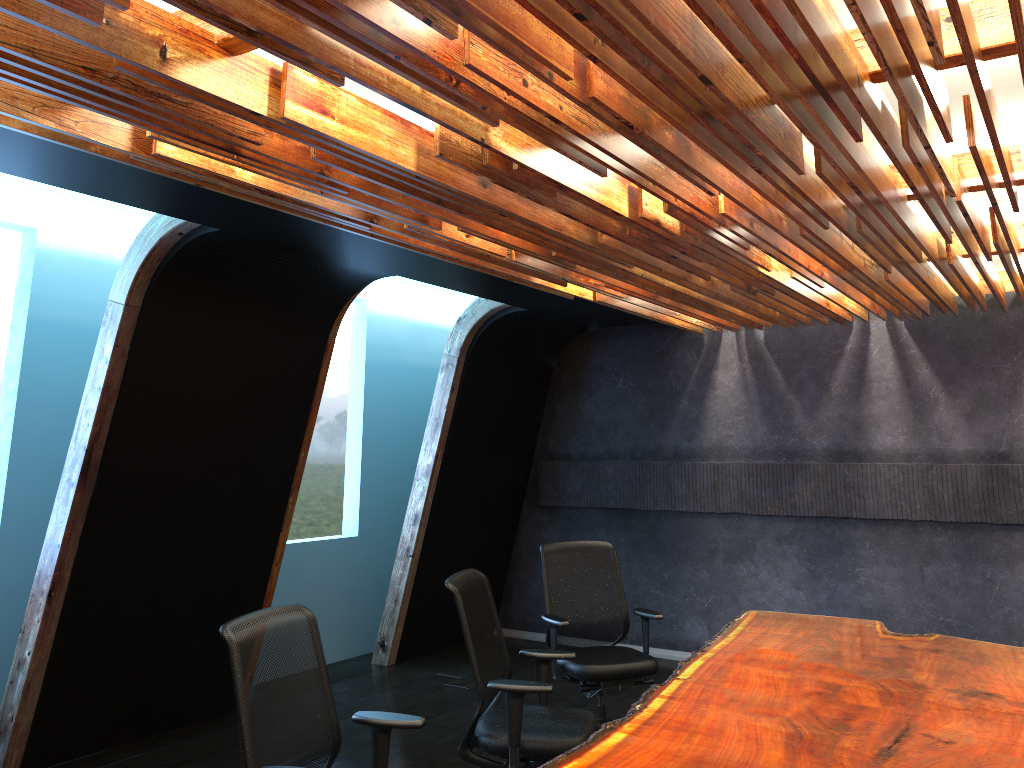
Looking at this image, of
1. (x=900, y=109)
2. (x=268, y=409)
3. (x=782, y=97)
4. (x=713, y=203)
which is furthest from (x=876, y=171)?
(x=268, y=409)

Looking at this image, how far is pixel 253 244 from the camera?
5.2m

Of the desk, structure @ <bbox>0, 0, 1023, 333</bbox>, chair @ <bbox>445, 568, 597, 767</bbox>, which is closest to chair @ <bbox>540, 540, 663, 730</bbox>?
the desk

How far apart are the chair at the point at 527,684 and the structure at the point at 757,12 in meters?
1.7 m

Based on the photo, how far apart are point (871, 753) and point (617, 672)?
2.5 meters

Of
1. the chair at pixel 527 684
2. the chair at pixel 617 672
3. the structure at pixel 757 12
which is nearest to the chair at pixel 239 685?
the chair at pixel 527 684

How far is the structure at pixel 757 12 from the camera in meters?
2.3

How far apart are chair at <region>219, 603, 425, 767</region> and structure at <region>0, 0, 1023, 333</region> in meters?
1.7 m

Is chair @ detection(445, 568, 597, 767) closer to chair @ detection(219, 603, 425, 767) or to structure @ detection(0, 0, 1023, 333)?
chair @ detection(219, 603, 425, 767)

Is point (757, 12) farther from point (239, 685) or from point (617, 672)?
point (617, 672)
